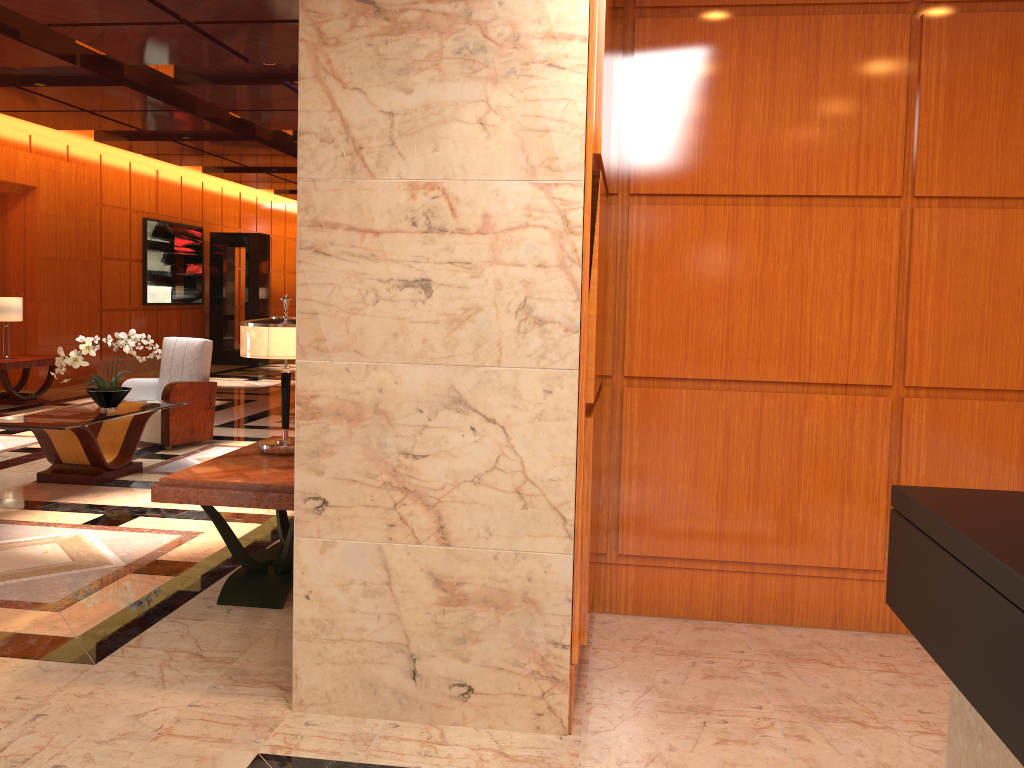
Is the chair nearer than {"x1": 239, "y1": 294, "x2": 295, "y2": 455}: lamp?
No

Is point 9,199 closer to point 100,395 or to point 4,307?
point 4,307

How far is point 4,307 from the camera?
10.37m

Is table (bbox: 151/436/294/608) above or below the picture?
below

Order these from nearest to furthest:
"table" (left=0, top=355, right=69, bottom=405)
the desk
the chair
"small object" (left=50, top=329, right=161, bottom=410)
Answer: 1. the desk
2. "small object" (left=50, top=329, right=161, bottom=410)
3. the chair
4. "table" (left=0, top=355, right=69, bottom=405)

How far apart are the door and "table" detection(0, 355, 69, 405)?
1.0m

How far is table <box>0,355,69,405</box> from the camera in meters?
10.2

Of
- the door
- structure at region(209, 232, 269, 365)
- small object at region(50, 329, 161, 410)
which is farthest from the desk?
structure at region(209, 232, 269, 365)

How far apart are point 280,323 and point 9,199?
9.6 meters

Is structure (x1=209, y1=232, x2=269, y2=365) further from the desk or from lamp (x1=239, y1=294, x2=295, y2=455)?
the desk
